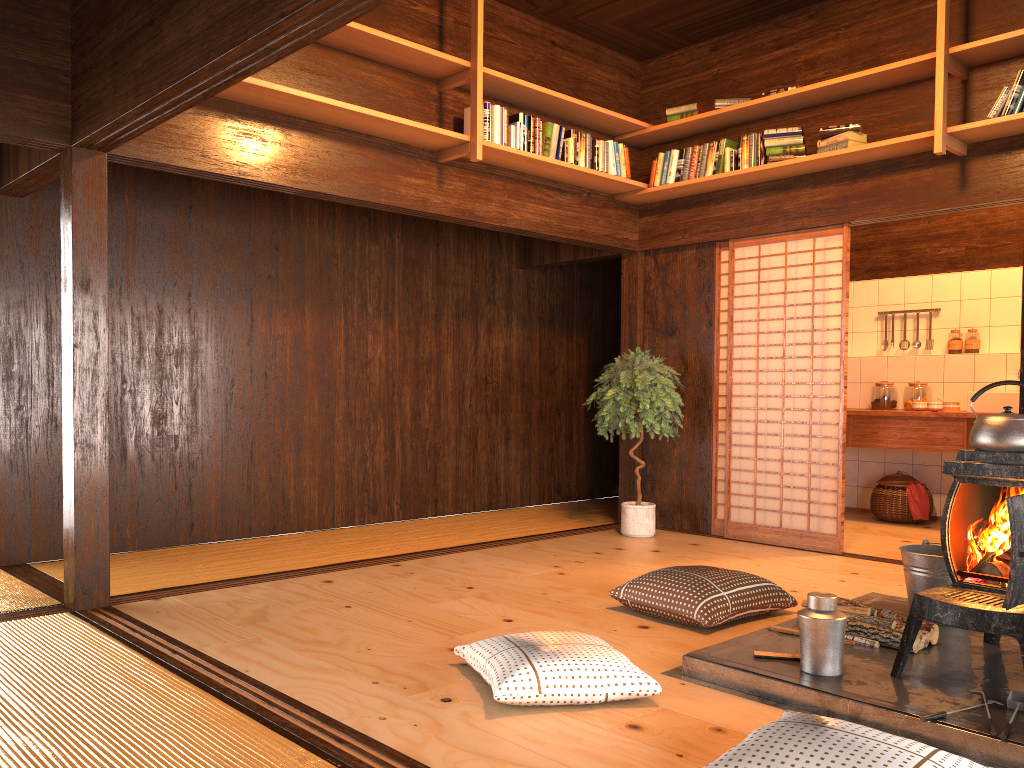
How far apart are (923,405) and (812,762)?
5.34m

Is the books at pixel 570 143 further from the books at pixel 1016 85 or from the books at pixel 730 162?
the books at pixel 1016 85

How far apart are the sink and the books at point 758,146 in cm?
240

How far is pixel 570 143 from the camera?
5.62m

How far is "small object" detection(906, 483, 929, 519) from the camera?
6.76m

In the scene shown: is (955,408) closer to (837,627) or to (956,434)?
(956,434)

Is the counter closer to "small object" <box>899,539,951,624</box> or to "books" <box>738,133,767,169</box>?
"books" <box>738,133,767,169</box>

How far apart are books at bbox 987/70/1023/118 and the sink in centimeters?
233cm

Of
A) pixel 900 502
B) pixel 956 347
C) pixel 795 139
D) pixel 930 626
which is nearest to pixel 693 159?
pixel 795 139

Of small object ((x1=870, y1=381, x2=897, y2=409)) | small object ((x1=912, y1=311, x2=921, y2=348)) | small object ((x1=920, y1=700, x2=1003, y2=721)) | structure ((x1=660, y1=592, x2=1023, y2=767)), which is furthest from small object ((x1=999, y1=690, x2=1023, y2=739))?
small object ((x1=912, y1=311, x2=921, y2=348))
